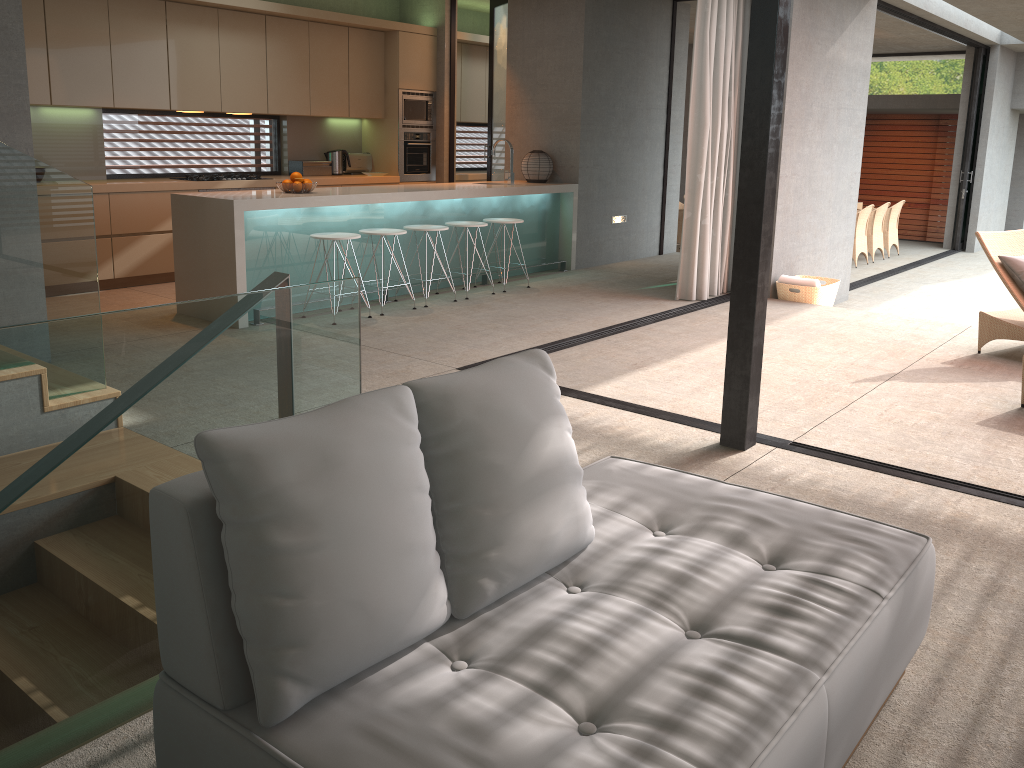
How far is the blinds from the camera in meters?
7.2

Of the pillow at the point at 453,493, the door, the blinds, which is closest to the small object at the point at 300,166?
the door

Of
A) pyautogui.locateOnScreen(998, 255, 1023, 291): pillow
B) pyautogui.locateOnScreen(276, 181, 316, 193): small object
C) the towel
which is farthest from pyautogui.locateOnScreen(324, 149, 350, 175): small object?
pyautogui.locateOnScreen(998, 255, 1023, 291): pillow

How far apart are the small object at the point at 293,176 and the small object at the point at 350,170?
3.1m

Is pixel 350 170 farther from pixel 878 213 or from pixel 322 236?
pixel 878 213

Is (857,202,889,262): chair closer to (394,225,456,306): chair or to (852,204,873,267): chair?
(852,204,873,267): chair

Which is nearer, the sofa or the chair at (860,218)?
the sofa

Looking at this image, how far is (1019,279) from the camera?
5.8 meters

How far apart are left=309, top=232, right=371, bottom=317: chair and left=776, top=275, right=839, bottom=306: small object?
3.87m

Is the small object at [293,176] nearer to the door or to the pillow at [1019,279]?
the door
